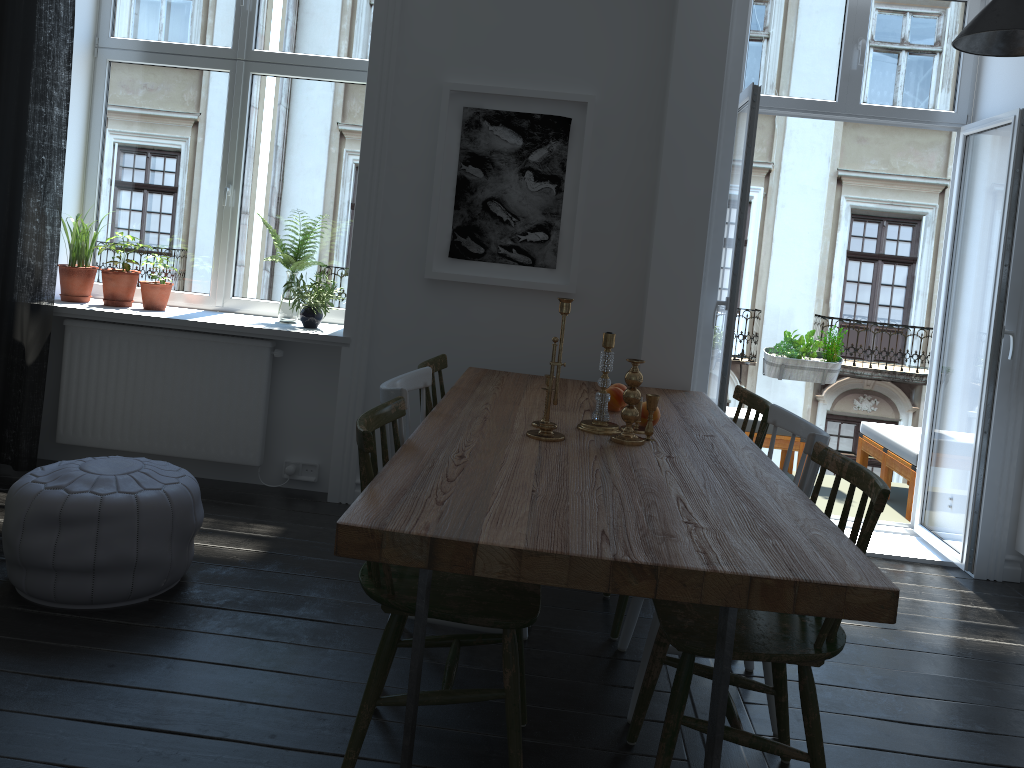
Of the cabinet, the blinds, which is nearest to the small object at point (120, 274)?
the blinds

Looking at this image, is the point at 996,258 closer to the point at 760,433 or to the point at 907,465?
the point at 907,465

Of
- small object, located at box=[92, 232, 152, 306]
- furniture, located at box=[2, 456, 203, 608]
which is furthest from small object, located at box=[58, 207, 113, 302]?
furniture, located at box=[2, 456, 203, 608]

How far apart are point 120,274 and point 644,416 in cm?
277

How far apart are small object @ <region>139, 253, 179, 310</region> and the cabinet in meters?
4.1

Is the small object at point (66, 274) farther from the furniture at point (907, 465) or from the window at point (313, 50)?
the furniture at point (907, 465)

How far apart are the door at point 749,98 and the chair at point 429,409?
1.29m

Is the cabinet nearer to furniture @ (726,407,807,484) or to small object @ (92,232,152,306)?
furniture @ (726,407,807,484)

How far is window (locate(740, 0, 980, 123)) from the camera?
4.22m

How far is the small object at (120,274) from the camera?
4.3 meters
